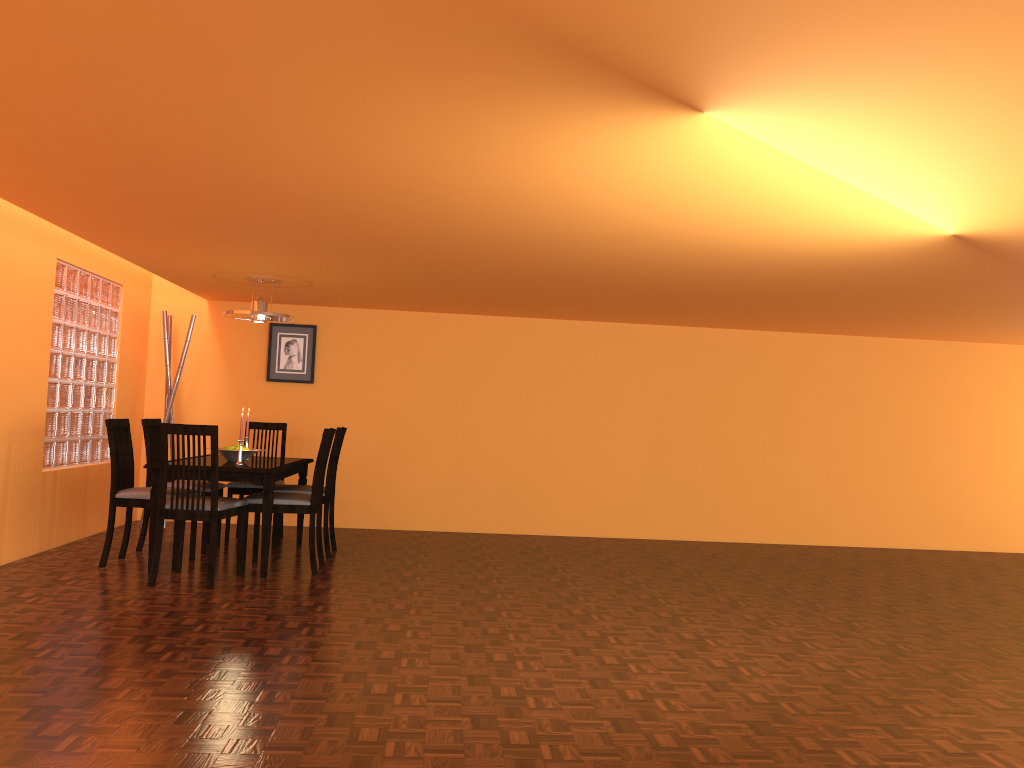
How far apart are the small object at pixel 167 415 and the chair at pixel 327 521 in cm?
158

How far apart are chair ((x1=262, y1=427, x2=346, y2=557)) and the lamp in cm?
78

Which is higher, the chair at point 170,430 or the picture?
the picture

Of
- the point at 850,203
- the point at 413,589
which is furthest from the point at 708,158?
the point at 413,589

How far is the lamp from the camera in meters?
5.4

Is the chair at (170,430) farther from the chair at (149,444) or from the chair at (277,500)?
the chair at (149,444)

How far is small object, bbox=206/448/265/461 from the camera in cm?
513

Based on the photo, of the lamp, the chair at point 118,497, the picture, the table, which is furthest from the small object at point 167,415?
the chair at point 118,497

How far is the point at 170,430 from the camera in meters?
4.3

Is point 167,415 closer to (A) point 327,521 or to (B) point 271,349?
(B) point 271,349
